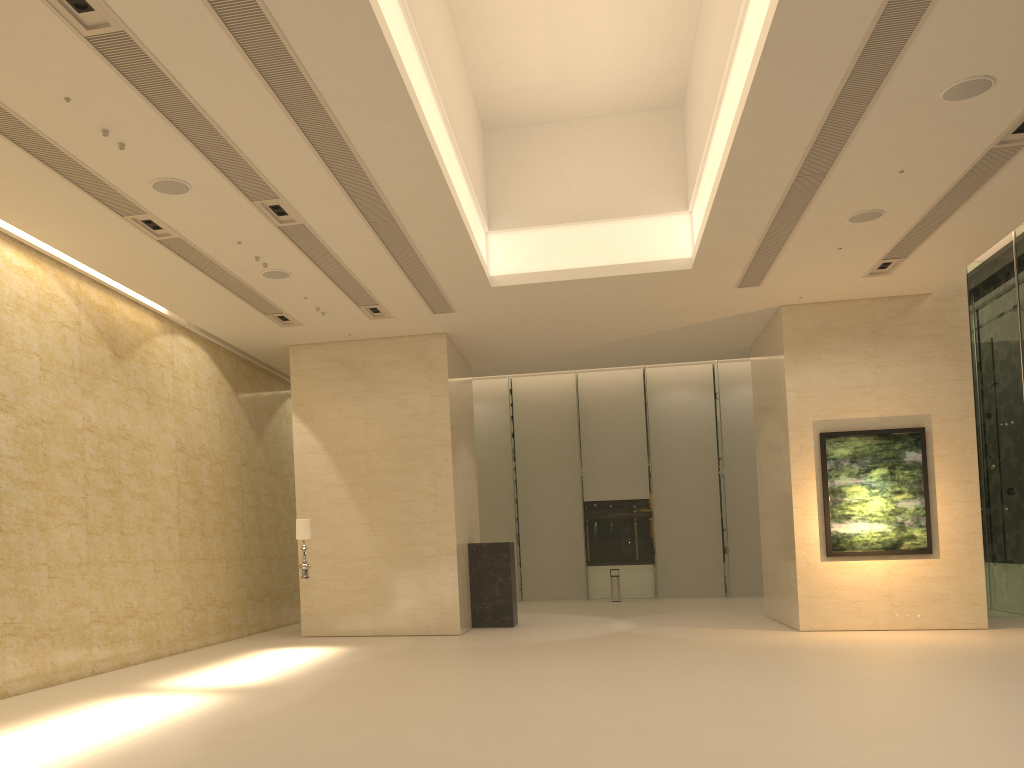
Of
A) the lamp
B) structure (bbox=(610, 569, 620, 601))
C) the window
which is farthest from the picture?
structure (bbox=(610, 569, 620, 601))

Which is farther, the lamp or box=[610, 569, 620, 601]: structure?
box=[610, 569, 620, 601]: structure

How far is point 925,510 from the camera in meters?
15.8

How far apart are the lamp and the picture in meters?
9.3 m

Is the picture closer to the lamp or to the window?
the window

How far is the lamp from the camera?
14.5 meters

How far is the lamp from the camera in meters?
14.5 m

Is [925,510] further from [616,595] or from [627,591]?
[627,591]

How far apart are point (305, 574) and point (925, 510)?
11.0m

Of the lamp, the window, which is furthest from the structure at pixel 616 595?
the lamp
